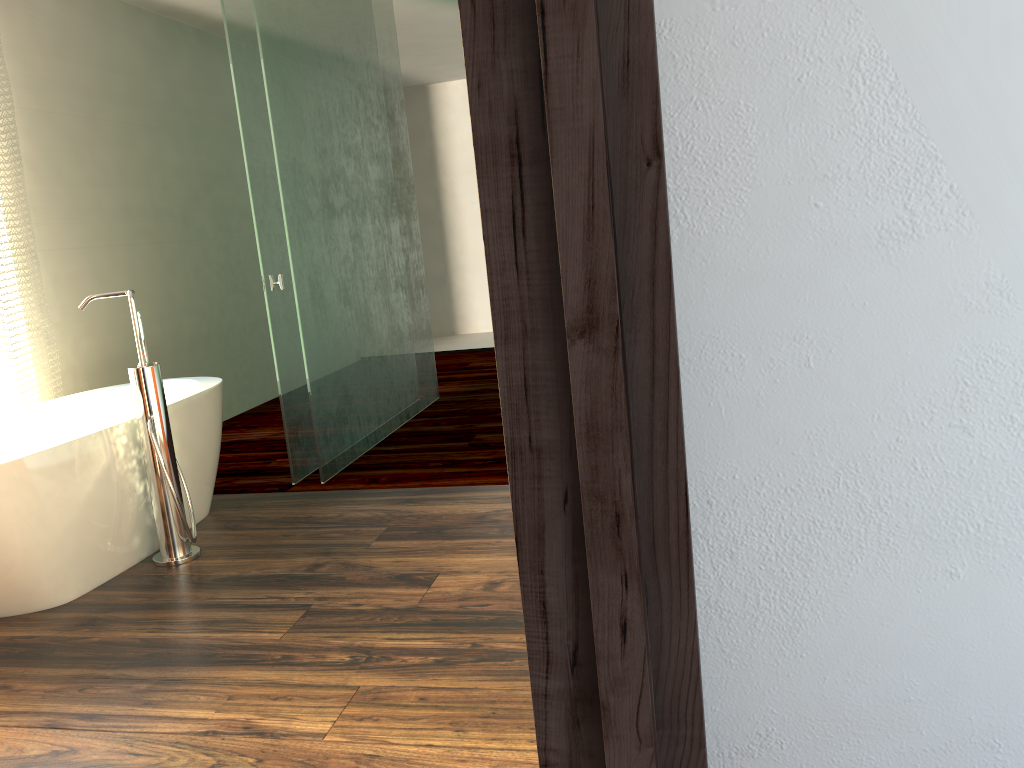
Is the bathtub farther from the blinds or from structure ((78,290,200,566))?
the blinds

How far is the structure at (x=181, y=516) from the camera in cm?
275

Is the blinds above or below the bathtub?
above

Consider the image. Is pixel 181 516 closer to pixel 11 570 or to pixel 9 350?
pixel 11 570

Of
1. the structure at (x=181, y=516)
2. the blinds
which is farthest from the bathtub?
the blinds

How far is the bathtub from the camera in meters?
2.4

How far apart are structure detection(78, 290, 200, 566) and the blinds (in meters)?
0.95

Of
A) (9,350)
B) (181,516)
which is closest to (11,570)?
(181,516)

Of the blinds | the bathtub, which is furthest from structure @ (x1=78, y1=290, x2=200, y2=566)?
the blinds

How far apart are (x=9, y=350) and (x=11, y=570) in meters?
1.4 m
